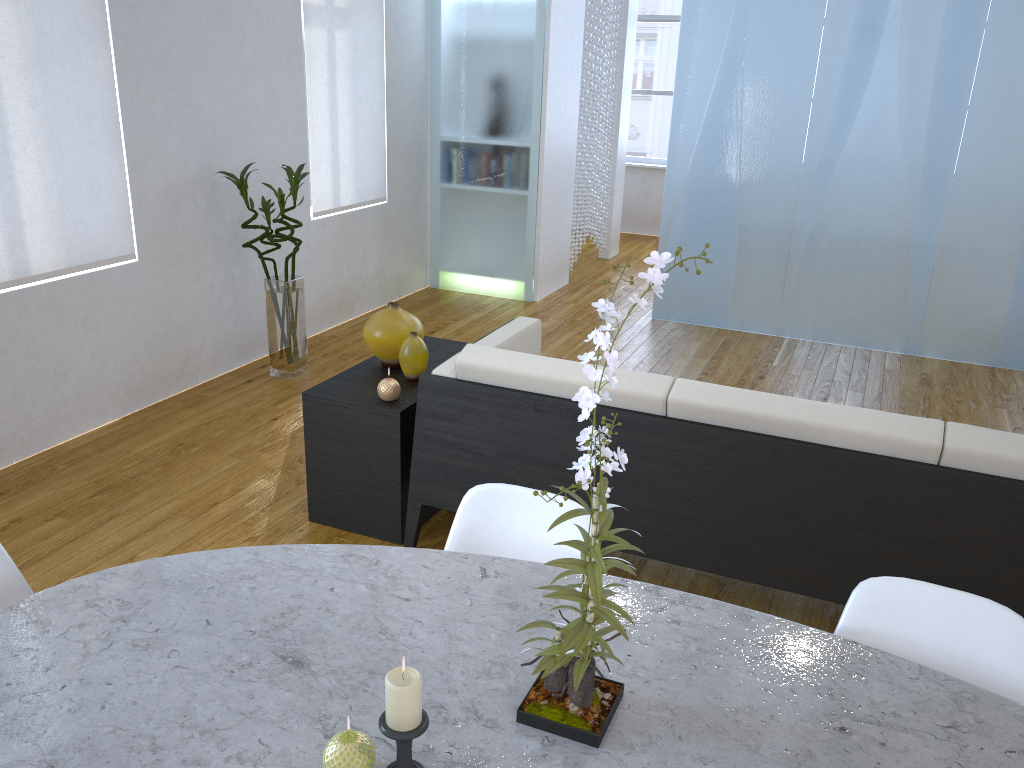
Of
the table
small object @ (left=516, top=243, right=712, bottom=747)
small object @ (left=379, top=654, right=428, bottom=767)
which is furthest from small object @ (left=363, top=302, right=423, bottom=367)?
small object @ (left=379, top=654, right=428, bottom=767)

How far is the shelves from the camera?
2.7m

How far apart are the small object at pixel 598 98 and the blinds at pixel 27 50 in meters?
3.6

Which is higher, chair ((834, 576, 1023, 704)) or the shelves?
chair ((834, 576, 1023, 704))

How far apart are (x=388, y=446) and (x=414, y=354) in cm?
32

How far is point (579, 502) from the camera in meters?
1.1 m

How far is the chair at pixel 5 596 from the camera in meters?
1.5 m

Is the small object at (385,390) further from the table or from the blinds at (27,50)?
the blinds at (27,50)

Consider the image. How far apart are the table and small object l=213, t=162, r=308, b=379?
2.5m

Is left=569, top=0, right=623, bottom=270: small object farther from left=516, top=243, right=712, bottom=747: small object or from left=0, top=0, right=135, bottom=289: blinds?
left=516, top=243, right=712, bottom=747: small object
